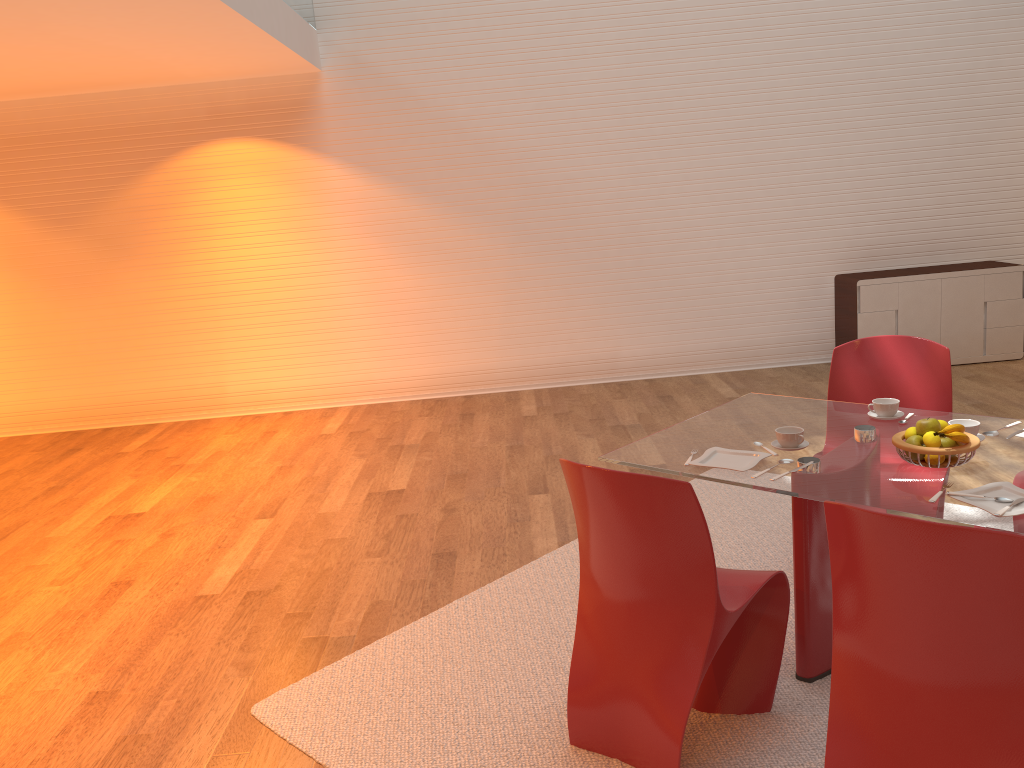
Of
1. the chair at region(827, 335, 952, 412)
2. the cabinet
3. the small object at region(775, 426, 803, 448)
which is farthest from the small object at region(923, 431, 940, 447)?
the cabinet

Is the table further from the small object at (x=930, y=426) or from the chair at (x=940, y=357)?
the chair at (x=940, y=357)

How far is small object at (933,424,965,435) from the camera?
2.5m

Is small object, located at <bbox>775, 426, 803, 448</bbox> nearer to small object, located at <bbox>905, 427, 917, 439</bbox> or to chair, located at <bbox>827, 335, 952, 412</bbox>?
small object, located at <bbox>905, 427, 917, 439</bbox>

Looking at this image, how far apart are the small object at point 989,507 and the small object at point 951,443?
0.2m

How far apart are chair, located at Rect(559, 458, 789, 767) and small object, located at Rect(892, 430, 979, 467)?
0.5m

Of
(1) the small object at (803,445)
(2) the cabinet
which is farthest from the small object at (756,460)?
(2) the cabinet

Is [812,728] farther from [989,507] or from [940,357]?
[940,357]

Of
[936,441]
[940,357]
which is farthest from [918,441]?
[940,357]

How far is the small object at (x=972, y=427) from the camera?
2.73m
